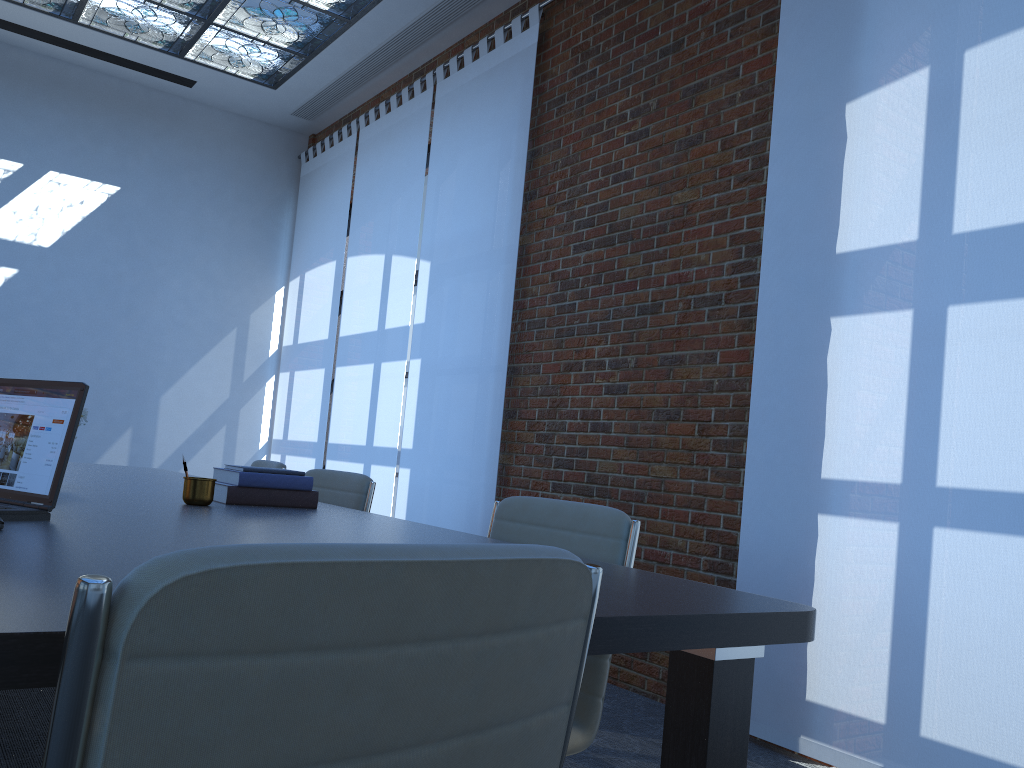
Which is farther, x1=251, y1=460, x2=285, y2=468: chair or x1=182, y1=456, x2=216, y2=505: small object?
x1=251, y1=460, x2=285, y2=468: chair

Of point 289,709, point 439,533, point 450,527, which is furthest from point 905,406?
point 450,527

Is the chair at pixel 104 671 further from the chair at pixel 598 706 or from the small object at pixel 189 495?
the small object at pixel 189 495

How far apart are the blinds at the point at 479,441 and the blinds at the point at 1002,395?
1.87m

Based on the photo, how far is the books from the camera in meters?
2.7 m

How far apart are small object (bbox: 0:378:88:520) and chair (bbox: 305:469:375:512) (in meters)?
1.57

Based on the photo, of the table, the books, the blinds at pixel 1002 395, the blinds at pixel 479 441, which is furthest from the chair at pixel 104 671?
the blinds at pixel 479 441

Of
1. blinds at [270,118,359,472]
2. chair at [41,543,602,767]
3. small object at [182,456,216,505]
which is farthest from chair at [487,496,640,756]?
blinds at [270,118,359,472]

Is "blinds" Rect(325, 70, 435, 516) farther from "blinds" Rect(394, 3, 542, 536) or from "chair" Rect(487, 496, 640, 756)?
"chair" Rect(487, 496, 640, 756)

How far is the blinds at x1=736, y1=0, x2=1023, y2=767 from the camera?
2.9m
